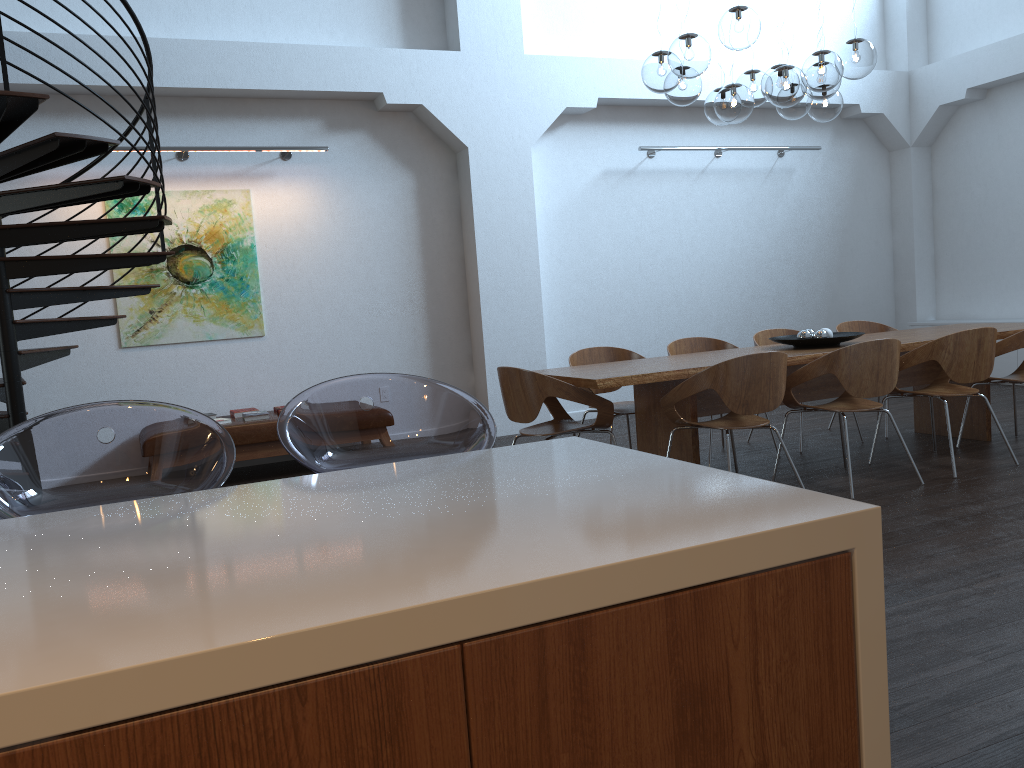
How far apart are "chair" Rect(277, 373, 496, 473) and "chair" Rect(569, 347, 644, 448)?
3.31m

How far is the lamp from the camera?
4.8 meters

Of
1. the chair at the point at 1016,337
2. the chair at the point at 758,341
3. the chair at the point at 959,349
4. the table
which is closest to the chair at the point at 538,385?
the table

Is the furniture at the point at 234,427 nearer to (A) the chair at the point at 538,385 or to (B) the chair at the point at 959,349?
(A) the chair at the point at 538,385

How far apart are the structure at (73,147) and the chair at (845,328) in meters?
4.9

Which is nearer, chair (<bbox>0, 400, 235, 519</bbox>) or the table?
chair (<bbox>0, 400, 235, 519</bbox>)

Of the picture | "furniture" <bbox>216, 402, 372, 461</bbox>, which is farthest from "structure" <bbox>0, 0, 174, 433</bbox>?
"furniture" <bbox>216, 402, 372, 461</bbox>

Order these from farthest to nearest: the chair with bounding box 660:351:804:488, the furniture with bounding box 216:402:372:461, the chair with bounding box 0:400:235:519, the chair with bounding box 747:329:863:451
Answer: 1. the chair with bounding box 747:329:863:451
2. the furniture with bounding box 216:402:372:461
3. the chair with bounding box 660:351:804:488
4. the chair with bounding box 0:400:235:519

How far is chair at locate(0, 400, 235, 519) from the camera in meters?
1.9 m

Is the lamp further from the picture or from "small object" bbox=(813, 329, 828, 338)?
the picture
